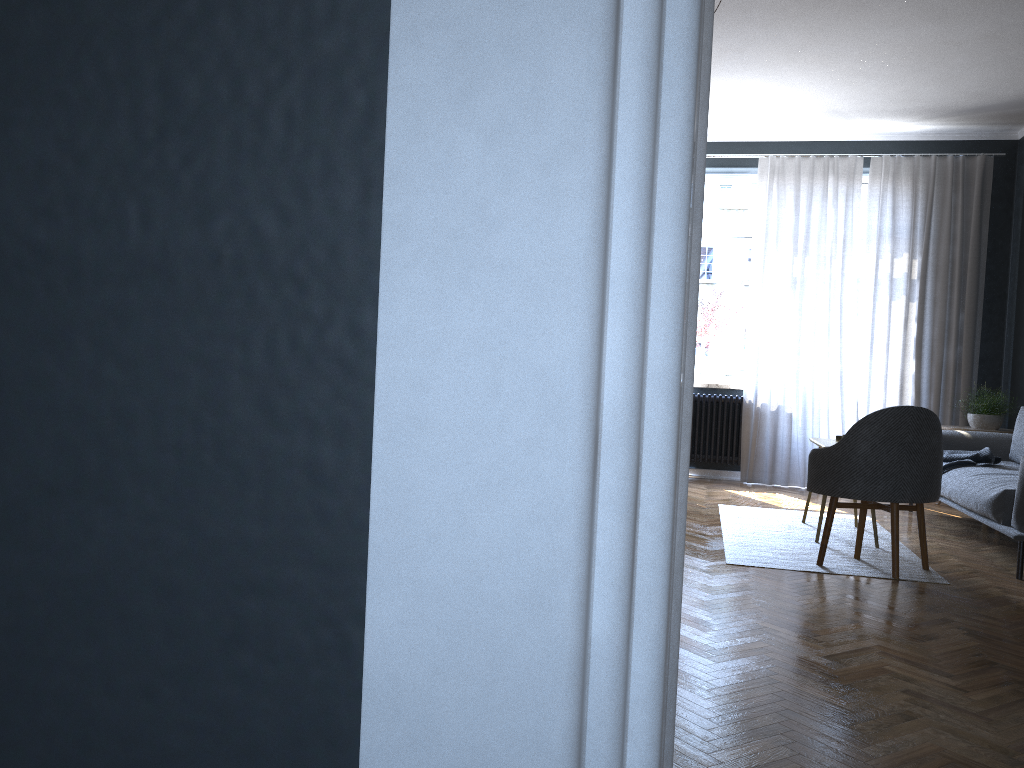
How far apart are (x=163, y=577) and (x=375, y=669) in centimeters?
11cm

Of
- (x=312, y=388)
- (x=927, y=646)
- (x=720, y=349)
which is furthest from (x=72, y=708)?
(x=720, y=349)

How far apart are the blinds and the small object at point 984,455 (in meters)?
1.39

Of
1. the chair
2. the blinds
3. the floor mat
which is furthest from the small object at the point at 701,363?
the chair

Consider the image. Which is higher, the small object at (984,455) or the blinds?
the blinds

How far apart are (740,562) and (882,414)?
0.97m

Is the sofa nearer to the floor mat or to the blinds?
the floor mat

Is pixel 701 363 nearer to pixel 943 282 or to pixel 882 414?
pixel 943 282

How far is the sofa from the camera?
4.41m

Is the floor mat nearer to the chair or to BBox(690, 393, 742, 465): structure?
the chair
